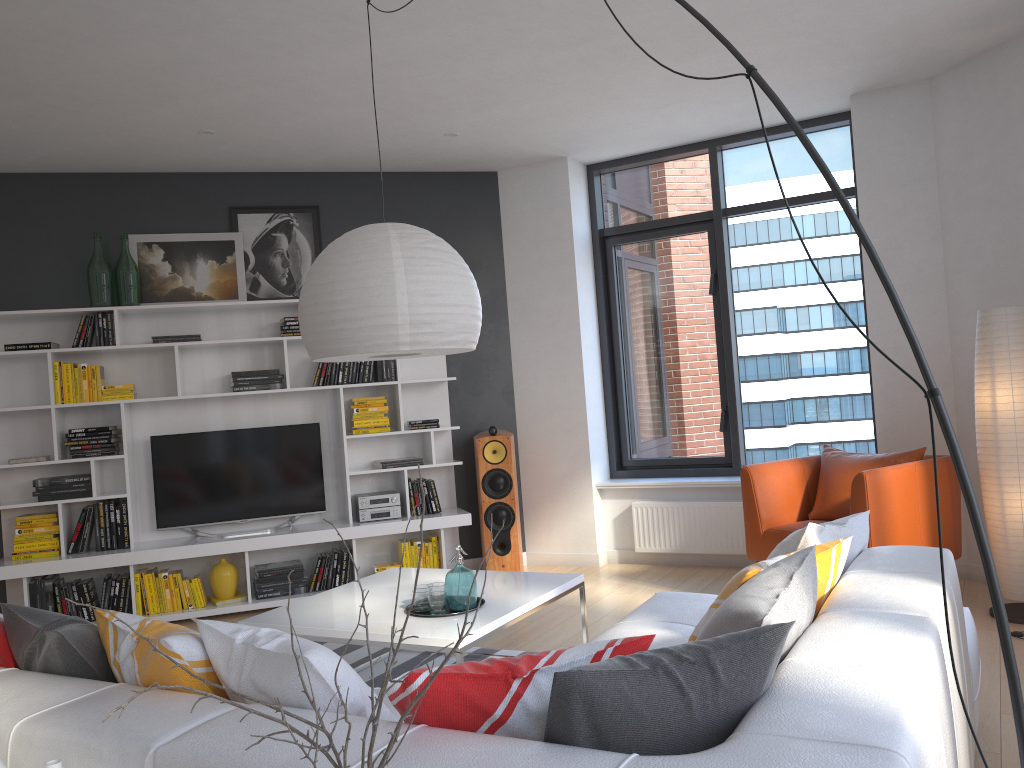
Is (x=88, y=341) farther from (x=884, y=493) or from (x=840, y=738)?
(x=840, y=738)

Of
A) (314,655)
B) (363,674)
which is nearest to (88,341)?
(363,674)

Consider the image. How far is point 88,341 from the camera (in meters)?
5.69

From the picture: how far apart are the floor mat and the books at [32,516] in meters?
2.2

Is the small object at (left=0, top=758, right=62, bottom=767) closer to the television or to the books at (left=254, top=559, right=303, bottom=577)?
the books at (left=254, top=559, right=303, bottom=577)

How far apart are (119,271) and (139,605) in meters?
2.2

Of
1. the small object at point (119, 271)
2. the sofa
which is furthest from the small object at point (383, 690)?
the small object at point (119, 271)

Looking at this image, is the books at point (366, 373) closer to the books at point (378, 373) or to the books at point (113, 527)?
the books at point (378, 373)

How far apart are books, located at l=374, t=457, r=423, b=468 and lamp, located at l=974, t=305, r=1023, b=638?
3.5 meters

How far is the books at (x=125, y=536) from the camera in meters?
5.7 m
